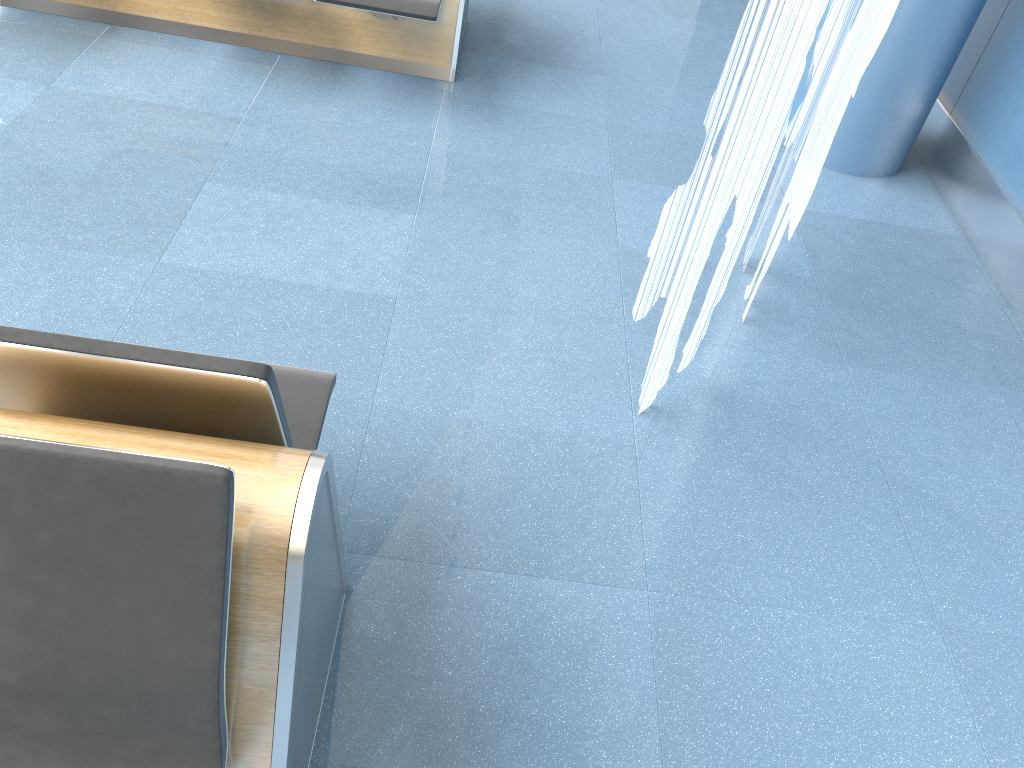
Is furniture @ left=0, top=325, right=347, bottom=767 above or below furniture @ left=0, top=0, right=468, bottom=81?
above

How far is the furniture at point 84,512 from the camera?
1.1 meters

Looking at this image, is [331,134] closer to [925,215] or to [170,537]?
[925,215]

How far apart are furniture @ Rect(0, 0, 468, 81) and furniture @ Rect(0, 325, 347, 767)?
2.15m

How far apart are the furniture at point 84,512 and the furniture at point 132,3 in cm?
215

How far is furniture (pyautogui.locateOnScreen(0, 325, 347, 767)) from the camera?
1.1m

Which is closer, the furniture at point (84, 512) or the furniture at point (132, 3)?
the furniture at point (84, 512)

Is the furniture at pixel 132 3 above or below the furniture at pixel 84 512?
below

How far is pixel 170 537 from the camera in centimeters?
108cm

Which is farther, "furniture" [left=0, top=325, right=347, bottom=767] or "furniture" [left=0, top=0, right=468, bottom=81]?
"furniture" [left=0, top=0, right=468, bottom=81]
